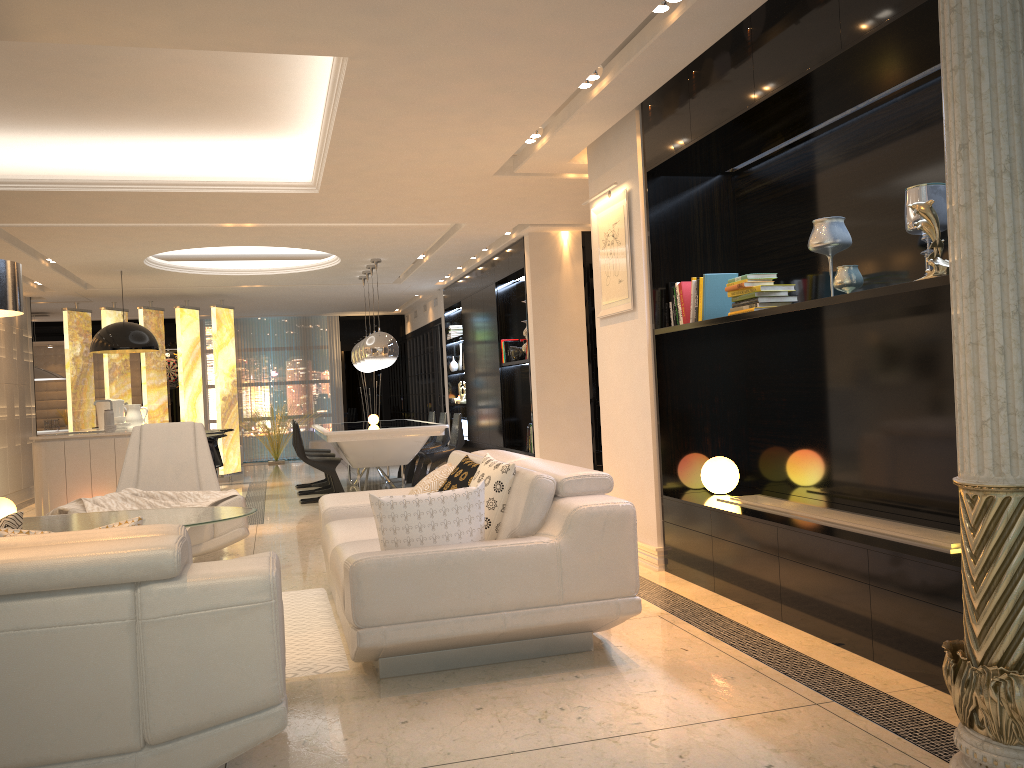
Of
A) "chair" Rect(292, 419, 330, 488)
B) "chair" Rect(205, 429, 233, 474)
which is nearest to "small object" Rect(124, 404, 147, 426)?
"chair" Rect(205, 429, 233, 474)

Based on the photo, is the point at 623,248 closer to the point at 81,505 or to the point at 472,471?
the point at 472,471

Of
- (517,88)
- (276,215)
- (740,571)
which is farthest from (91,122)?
(740,571)

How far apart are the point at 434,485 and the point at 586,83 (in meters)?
2.27

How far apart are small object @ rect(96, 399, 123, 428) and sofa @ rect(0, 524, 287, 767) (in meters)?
7.10

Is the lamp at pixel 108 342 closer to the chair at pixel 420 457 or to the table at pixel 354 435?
the table at pixel 354 435

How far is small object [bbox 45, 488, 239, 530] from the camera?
5.3 meters

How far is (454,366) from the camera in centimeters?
1282cm

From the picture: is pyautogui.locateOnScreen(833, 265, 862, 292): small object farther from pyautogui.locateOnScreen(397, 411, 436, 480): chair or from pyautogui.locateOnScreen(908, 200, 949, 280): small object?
pyautogui.locateOnScreen(397, 411, 436, 480): chair

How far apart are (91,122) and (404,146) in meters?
2.2 m
